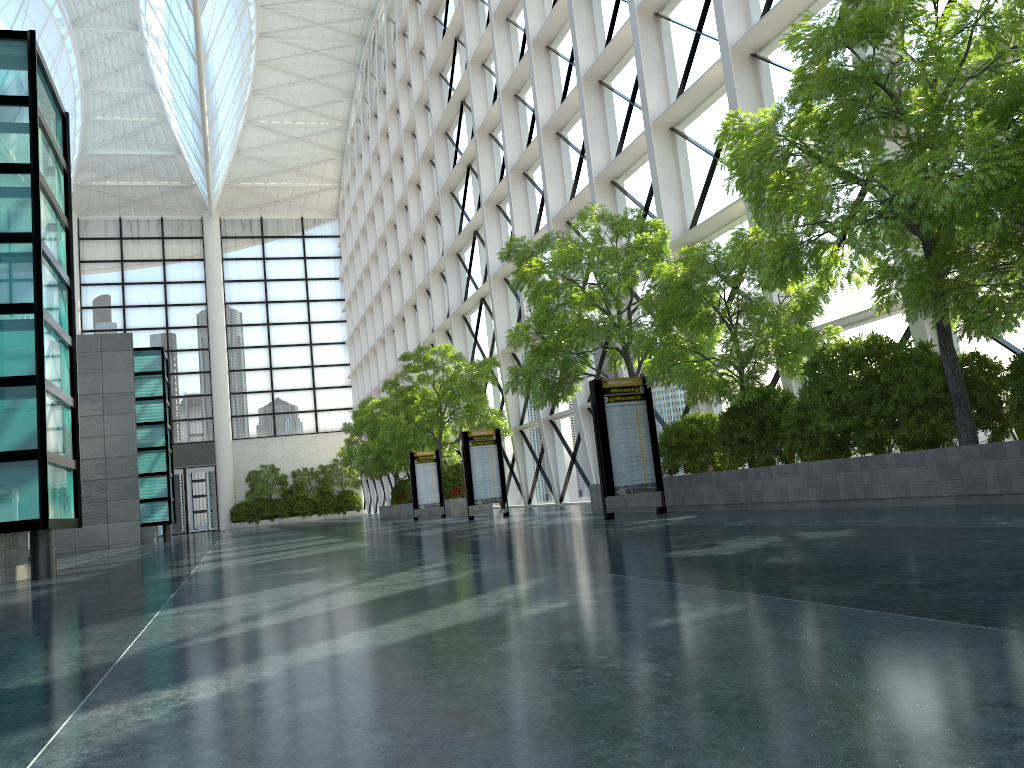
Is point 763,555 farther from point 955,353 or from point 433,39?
point 433,39
